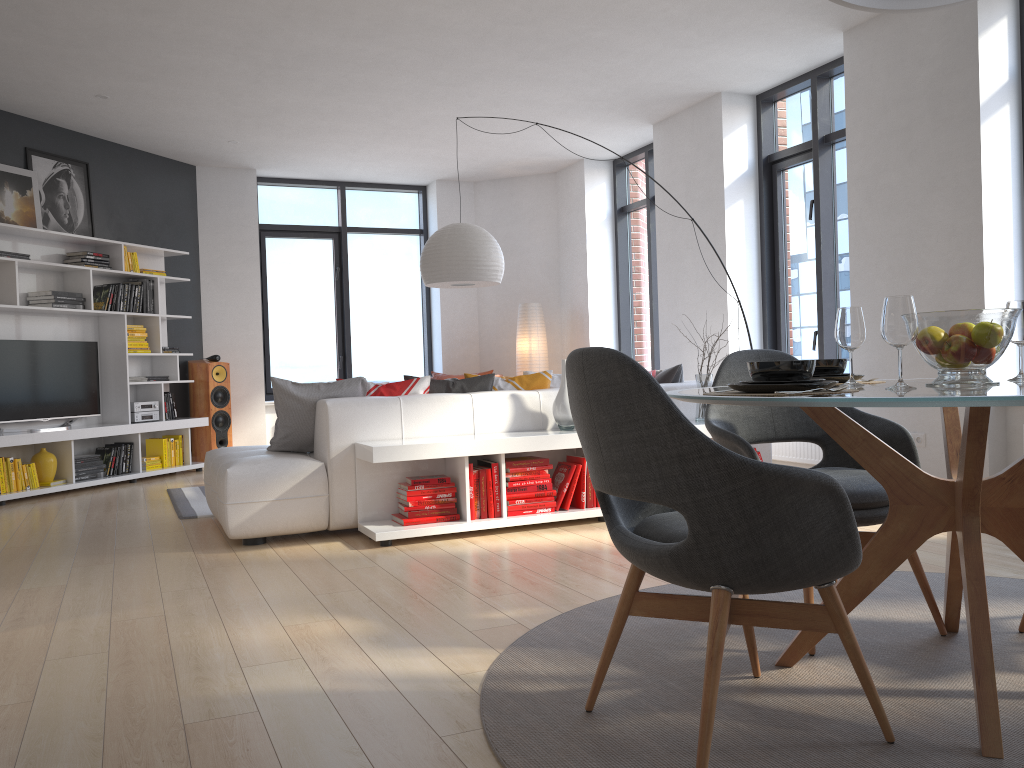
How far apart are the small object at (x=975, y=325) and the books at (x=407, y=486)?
2.8 meters

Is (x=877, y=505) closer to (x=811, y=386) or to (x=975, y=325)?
(x=975, y=325)

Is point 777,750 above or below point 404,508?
below

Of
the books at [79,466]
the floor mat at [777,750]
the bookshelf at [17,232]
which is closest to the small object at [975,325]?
the floor mat at [777,750]

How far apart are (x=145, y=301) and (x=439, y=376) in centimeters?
298cm

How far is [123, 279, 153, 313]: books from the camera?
7.87m

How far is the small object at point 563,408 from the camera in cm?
492

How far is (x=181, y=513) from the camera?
5.6 meters

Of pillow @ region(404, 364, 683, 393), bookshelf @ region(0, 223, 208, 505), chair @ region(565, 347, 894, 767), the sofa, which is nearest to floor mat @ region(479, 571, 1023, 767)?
chair @ region(565, 347, 894, 767)

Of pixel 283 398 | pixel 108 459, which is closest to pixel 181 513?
pixel 283 398
